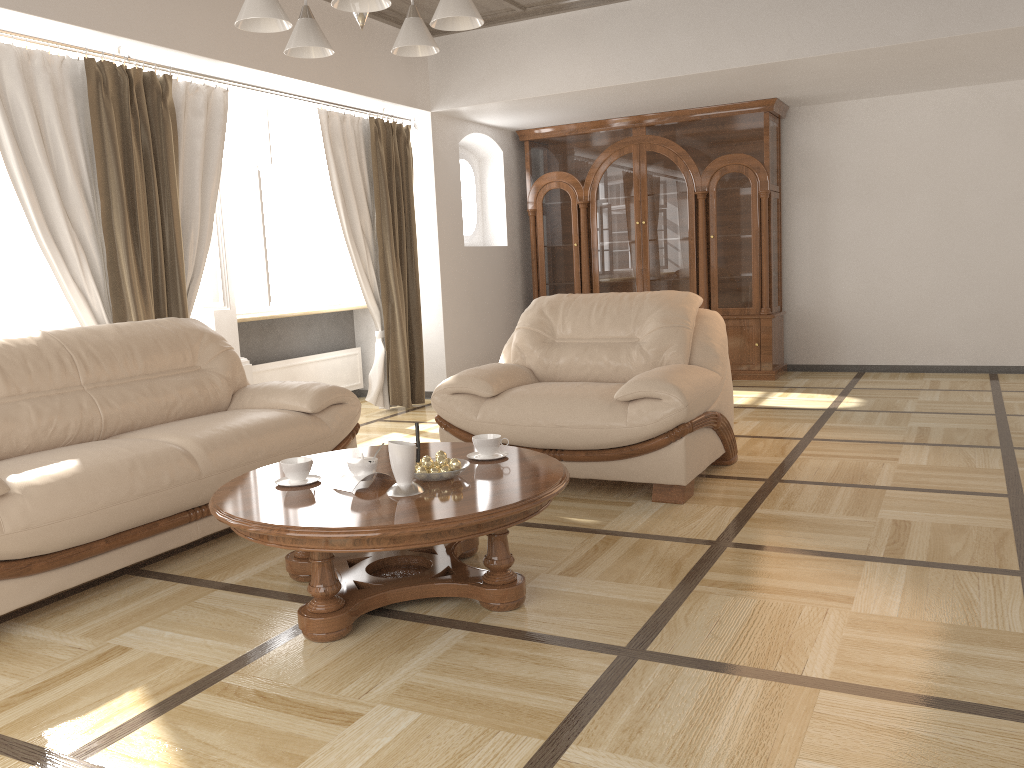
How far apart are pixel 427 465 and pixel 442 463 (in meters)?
0.05

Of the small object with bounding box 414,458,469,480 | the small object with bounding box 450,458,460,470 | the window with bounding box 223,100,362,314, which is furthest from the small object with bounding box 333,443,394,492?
the window with bounding box 223,100,362,314

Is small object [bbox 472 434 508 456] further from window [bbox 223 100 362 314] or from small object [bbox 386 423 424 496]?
window [bbox 223 100 362 314]

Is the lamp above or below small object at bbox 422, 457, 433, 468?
above

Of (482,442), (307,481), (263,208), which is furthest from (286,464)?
(263,208)

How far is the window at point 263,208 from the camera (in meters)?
5.86

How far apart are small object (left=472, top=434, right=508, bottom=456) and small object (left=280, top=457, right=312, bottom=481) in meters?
0.6

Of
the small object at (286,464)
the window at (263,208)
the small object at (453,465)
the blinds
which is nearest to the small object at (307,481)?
the small object at (286,464)

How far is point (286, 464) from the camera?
2.87m

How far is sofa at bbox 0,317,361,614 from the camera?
2.9m
